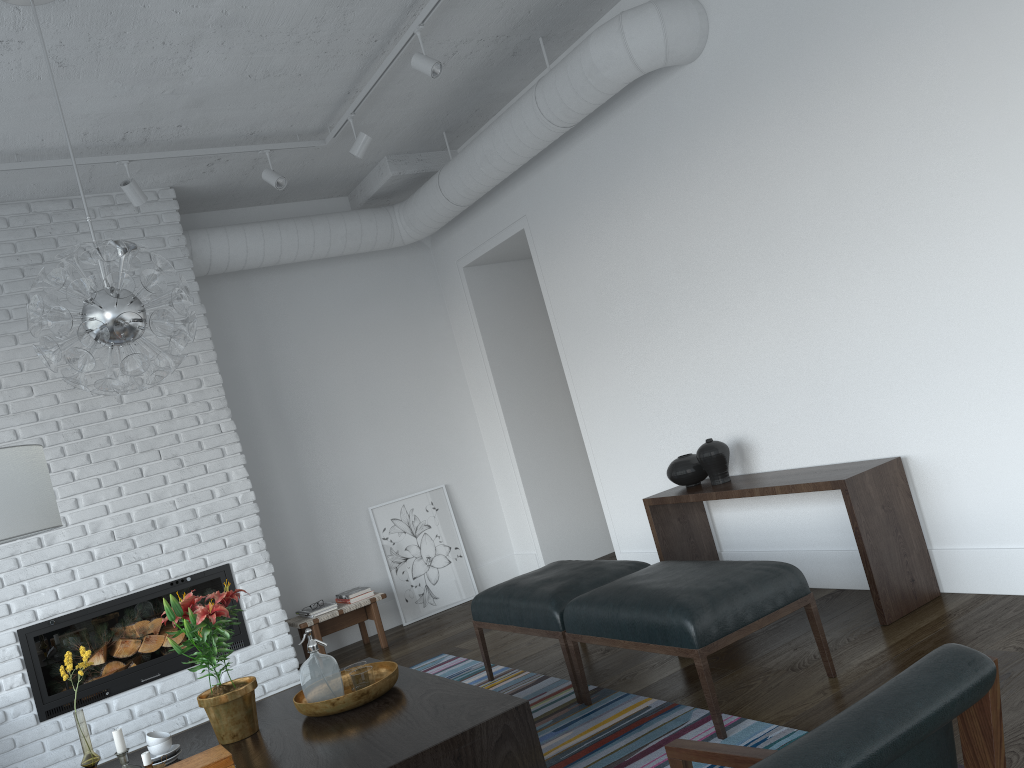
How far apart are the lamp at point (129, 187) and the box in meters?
3.2

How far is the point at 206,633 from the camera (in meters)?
3.01

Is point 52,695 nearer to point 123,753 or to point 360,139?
point 123,753

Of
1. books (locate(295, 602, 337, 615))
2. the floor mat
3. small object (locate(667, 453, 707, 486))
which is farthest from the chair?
books (locate(295, 602, 337, 615))

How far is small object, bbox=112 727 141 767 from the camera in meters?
3.0

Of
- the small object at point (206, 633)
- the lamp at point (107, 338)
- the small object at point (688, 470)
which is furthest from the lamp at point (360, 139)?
the small object at point (206, 633)

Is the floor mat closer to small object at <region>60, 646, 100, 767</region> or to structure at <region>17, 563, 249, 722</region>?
structure at <region>17, 563, 249, 722</region>

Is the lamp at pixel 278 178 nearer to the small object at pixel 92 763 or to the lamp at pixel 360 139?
the lamp at pixel 360 139

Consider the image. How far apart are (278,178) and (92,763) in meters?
3.3

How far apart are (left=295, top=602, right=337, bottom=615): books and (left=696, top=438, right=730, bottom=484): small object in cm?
269
